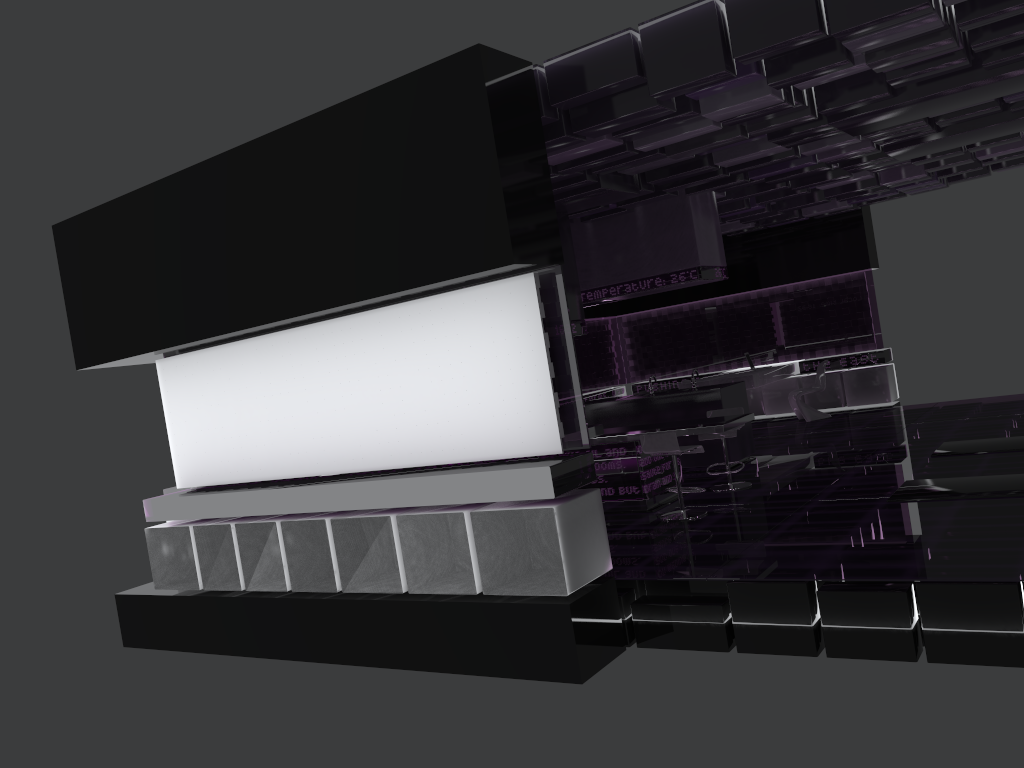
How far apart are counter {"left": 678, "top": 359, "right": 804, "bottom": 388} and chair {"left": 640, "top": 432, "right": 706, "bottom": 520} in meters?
5.2 m

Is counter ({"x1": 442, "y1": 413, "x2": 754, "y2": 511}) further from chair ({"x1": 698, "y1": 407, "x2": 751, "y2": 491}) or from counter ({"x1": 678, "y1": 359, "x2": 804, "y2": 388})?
counter ({"x1": 678, "y1": 359, "x2": 804, "y2": 388})

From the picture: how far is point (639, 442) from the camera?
8.0m

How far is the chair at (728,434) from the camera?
8.5m

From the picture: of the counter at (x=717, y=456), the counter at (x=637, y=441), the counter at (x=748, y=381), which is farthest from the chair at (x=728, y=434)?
the counter at (x=748, y=381)

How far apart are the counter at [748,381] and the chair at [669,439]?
5.2 meters

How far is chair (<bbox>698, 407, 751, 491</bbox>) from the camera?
8.5m

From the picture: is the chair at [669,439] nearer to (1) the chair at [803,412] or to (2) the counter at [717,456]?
(2) the counter at [717,456]

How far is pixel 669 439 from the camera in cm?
741

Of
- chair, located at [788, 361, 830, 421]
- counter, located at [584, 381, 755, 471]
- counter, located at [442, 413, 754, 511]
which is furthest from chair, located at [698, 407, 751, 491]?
chair, located at [788, 361, 830, 421]
